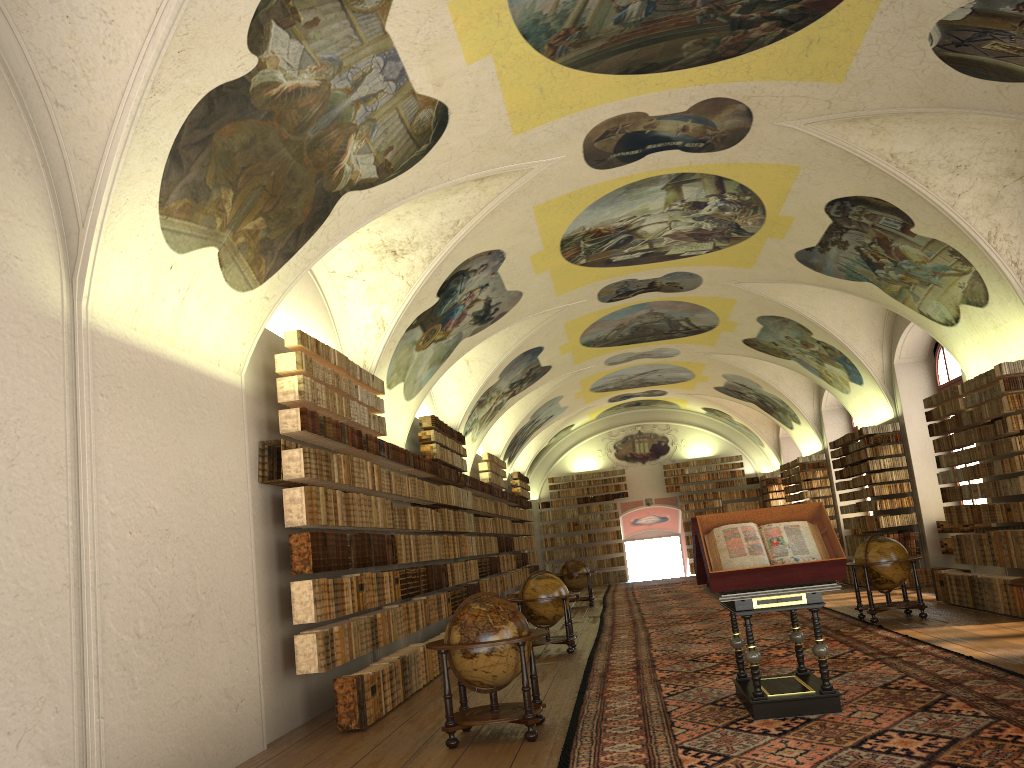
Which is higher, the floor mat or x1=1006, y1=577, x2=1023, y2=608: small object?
x1=1006, y1=577, x2=1023, y2=608: small object

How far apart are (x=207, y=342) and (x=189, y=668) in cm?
332

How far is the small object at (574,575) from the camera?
25.9m

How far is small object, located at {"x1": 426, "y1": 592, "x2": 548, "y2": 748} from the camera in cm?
860

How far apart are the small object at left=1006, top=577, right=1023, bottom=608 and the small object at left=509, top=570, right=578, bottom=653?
7.8m

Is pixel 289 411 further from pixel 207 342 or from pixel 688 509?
pixel 688 509

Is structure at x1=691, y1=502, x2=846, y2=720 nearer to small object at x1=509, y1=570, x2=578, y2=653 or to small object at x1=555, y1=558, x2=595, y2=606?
small object at x1=509, y1=570, x2=578, y2=653

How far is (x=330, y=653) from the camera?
10.5m

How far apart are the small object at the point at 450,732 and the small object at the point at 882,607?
7.70m

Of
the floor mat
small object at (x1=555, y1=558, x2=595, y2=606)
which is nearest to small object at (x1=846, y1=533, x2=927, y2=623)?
the floor mat
